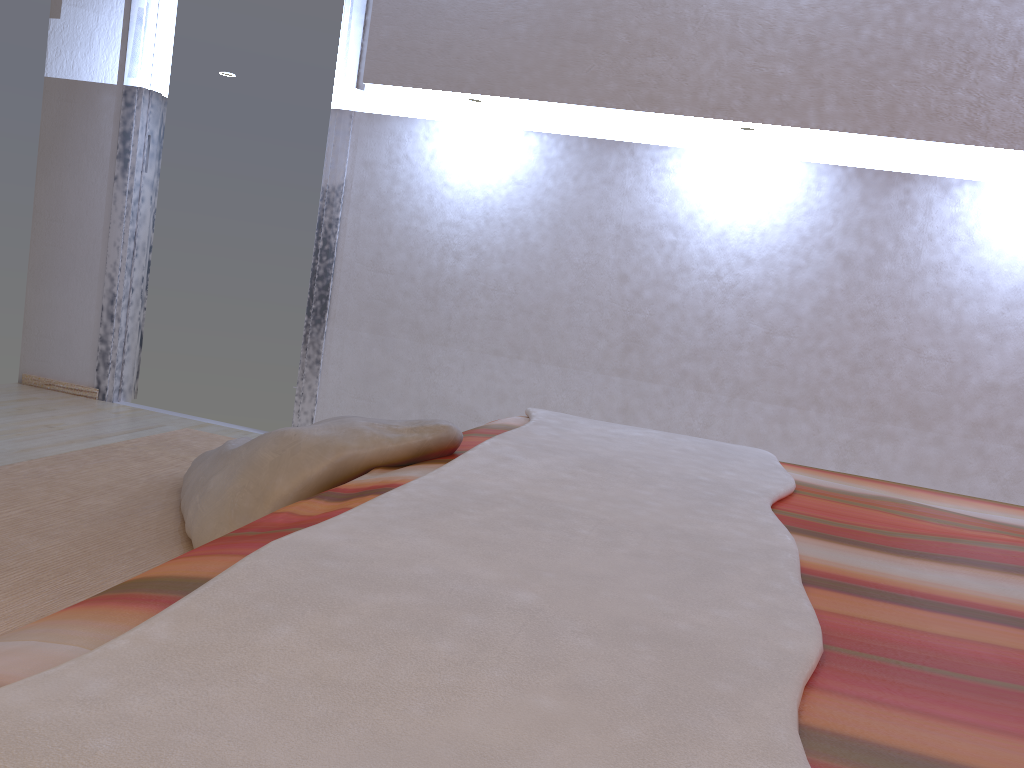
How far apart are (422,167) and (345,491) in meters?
2.4 m

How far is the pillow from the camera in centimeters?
131cm

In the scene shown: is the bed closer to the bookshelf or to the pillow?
the pillow

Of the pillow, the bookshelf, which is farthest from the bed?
the bookshelf

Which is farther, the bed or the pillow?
the pillow

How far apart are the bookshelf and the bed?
0.29m

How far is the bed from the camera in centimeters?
52cm

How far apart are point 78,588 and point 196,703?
0.7m

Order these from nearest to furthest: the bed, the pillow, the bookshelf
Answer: the bed → the bookshelf → the pillow

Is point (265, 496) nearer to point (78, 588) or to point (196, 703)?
point (78, 588)
